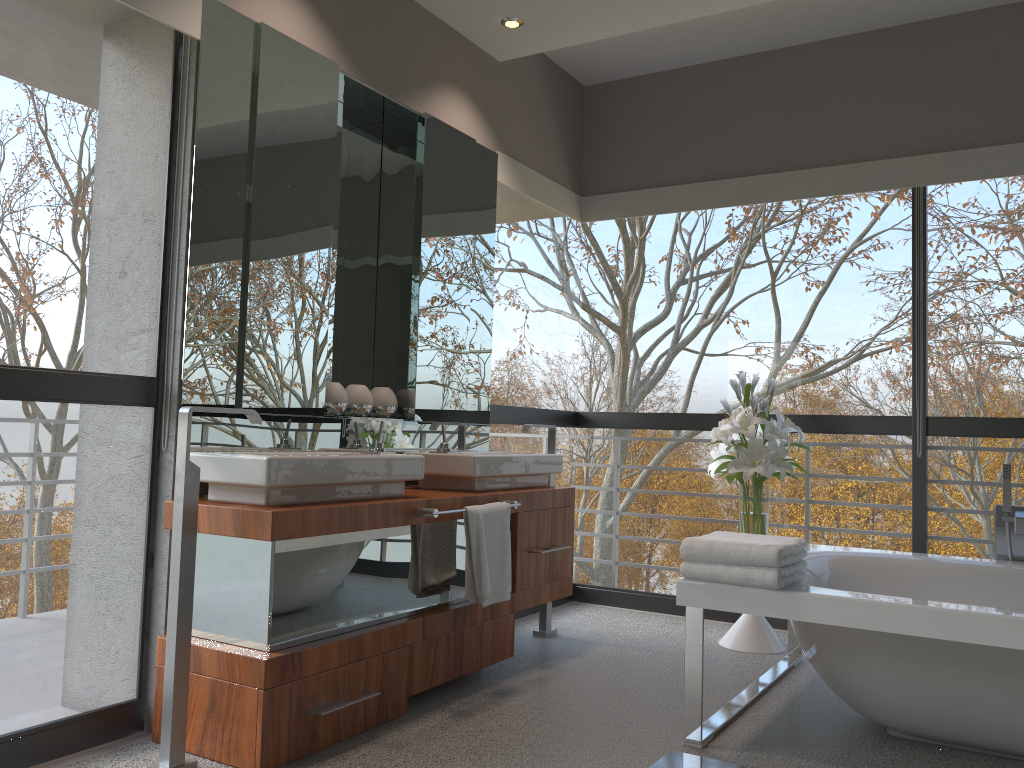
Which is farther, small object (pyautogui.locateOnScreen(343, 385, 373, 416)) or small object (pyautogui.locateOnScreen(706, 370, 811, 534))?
small object (pyautogui.locateOnScreen(706, 370, 811, 534))

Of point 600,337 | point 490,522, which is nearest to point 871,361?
point 490,522

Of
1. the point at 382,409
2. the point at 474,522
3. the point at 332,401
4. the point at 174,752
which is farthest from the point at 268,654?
the point at 382,409

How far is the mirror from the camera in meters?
2.9 m

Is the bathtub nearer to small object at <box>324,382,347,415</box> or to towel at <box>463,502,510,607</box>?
towel at <box>463,502,510,607</box>

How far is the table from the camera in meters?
4.0 m

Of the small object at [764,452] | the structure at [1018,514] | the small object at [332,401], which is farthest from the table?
the small object at [332,401]

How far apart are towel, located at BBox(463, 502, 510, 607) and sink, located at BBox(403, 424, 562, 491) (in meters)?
0.18

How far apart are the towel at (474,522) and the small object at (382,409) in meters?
0.7 m

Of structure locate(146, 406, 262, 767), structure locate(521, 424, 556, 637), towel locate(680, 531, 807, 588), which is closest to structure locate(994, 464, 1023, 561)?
towel locate(680, 531, 807, 588)
